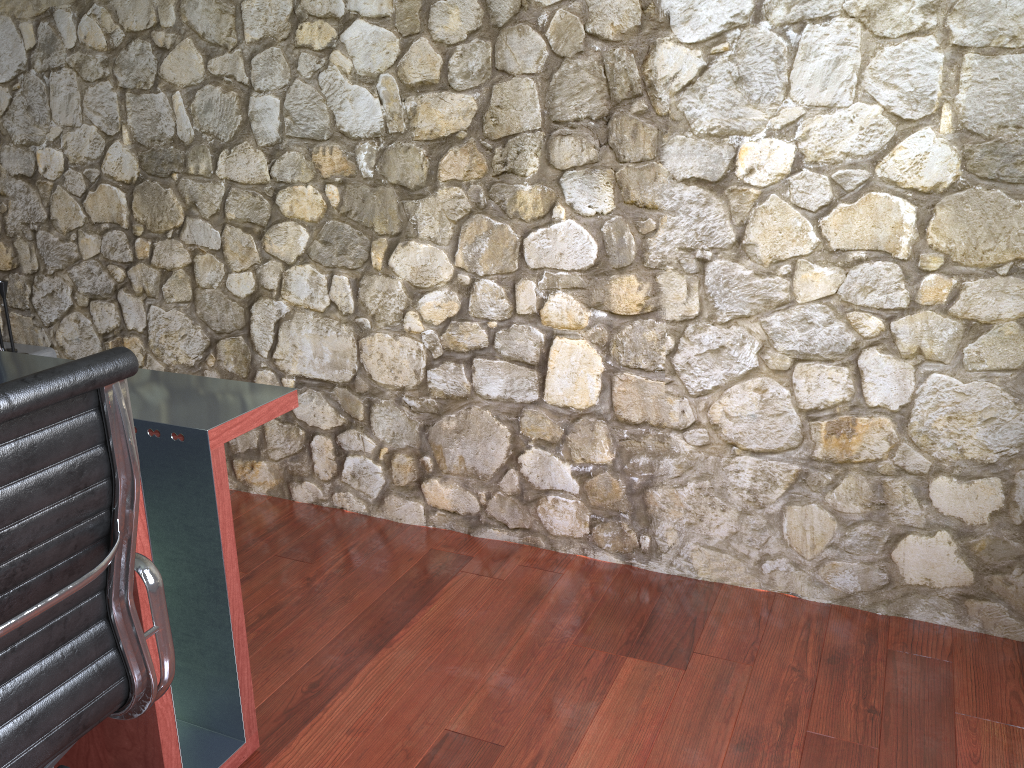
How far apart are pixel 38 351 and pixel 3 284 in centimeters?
30cm

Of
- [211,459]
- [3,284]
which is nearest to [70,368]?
[211,459]

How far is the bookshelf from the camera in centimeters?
336cm

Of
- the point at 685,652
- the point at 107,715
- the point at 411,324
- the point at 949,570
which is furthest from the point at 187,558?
the point at 949,570

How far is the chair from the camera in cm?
105

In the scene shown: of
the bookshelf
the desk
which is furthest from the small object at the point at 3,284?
the desk

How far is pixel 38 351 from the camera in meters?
3.4

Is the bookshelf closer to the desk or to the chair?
the desk

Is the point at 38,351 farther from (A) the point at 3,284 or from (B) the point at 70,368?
(B) the point at 70,368

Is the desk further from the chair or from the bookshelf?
the bookshelf
